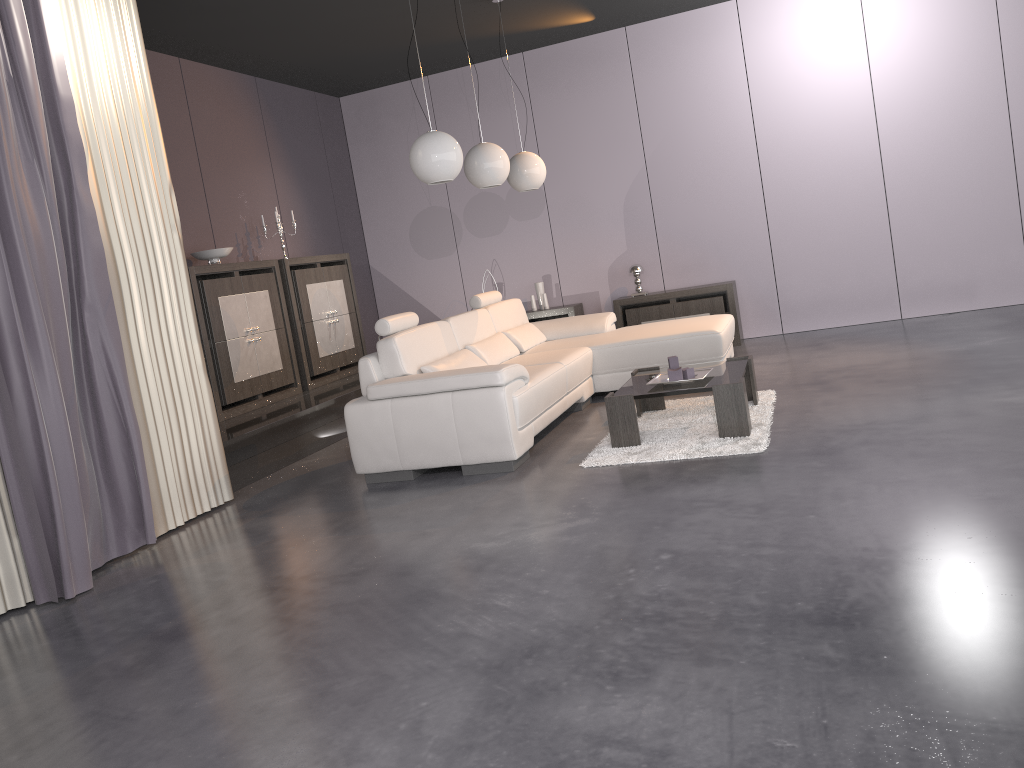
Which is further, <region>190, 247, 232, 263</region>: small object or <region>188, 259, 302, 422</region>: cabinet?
<region>190, 247, 232, 263</region>: small object

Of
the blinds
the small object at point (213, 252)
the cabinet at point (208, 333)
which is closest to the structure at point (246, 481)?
the cabinet at point (208, 333)

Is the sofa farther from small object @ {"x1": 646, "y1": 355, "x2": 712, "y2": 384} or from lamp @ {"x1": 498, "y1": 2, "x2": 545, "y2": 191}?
lamp @ {"x1": 498, "y1": 2, "x2": 545, "y2": 191}

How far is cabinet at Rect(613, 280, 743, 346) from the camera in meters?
7.7

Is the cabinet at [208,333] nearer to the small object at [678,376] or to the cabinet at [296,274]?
the cabinet at [296,274]

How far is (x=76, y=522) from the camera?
3.7 meters

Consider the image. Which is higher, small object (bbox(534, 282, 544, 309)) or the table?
small object (bbox(534, 282, 544, 309))

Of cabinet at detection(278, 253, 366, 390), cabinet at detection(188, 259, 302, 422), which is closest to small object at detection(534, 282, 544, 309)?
cabinet at detection(278, 253, 366, 390)

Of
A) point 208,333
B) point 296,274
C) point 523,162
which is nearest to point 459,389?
point 208,333

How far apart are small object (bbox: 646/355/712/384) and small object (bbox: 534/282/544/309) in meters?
3.7
